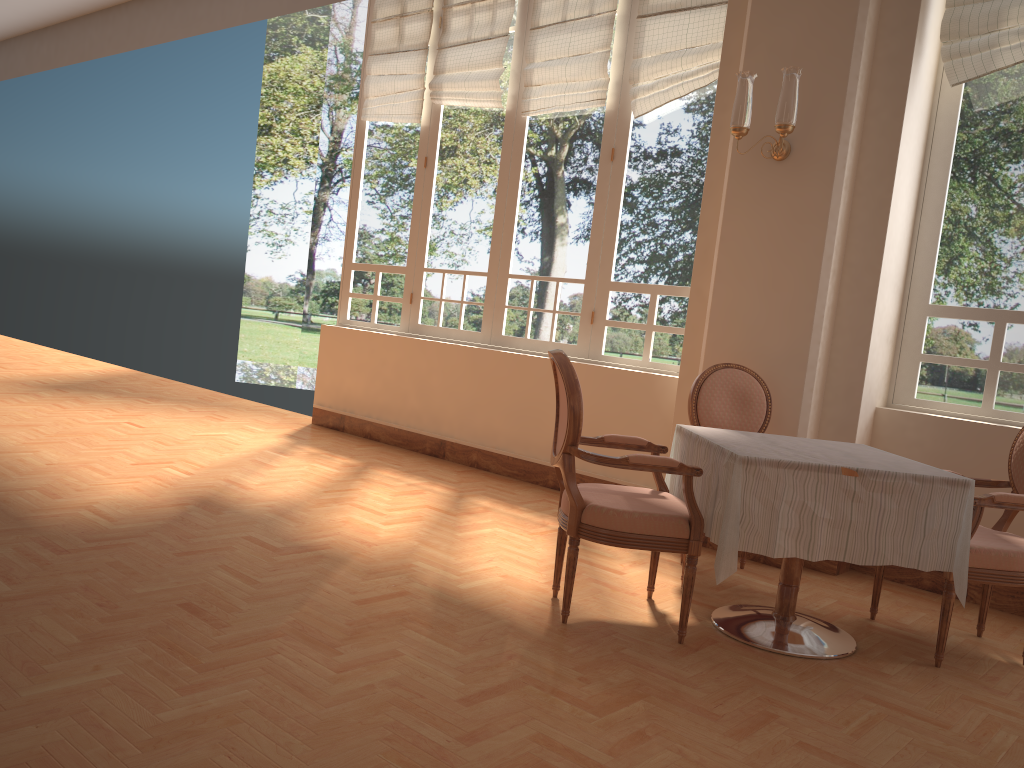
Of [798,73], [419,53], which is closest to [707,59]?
[798,73]

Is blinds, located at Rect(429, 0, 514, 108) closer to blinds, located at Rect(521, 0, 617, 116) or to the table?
blinds, located at Rect(521, 0, 617, 116)

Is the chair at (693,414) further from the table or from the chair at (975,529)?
the chair at (975,529)

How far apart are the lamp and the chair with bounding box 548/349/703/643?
1.6 meters

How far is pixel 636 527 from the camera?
2.9 meters

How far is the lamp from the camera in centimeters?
391cm

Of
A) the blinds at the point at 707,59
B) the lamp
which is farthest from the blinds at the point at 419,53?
the lamp

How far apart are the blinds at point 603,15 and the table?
2.73m

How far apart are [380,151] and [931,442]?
4.56m

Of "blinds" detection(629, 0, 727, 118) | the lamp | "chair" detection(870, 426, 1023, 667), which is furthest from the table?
"blinds" detection(629, 0, 727, 118)
